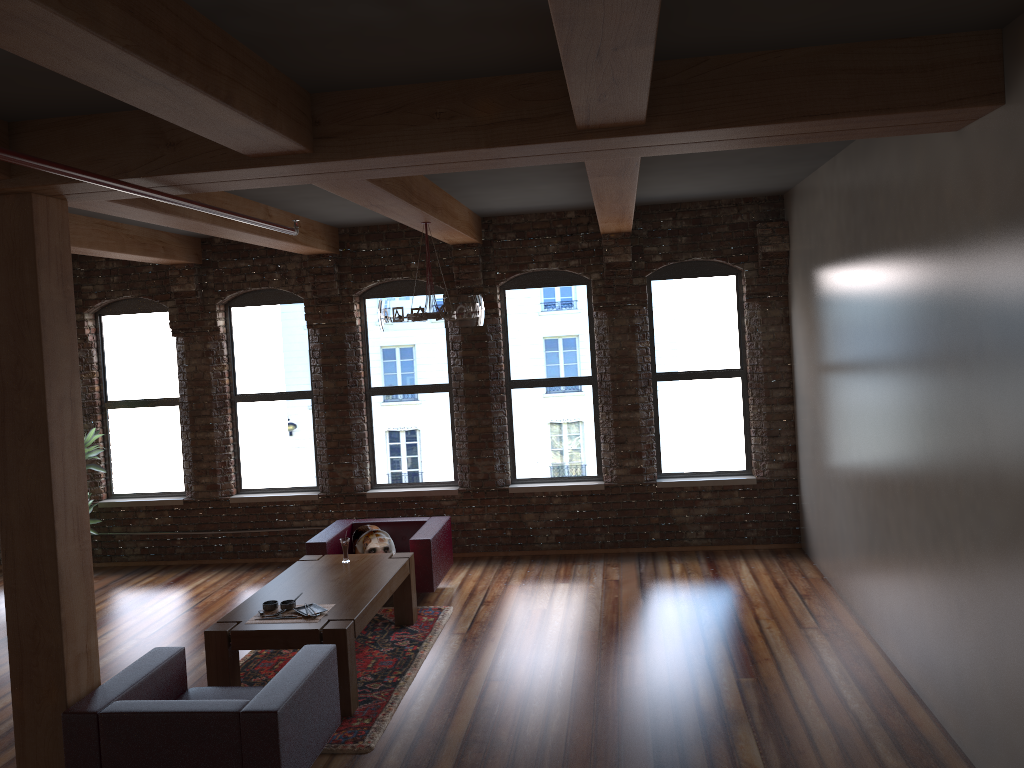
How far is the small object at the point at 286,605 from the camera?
5.8 meters

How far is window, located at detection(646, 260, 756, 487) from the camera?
8.7m

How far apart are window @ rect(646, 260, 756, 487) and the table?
2.90m

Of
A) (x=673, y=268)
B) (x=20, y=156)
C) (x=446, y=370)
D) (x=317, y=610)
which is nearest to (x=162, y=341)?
(x=446, y=370)

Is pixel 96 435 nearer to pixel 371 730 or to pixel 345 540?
pixel 345 540

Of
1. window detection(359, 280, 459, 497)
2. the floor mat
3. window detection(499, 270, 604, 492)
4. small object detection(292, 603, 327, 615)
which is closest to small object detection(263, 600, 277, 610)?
small object detection(292, 603, 327, 615)

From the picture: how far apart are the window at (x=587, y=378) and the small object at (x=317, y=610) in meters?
3.4

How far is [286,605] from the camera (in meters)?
5.76

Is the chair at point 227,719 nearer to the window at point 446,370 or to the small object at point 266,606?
the small object at point 266,606

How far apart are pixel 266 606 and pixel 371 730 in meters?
1.1 m
